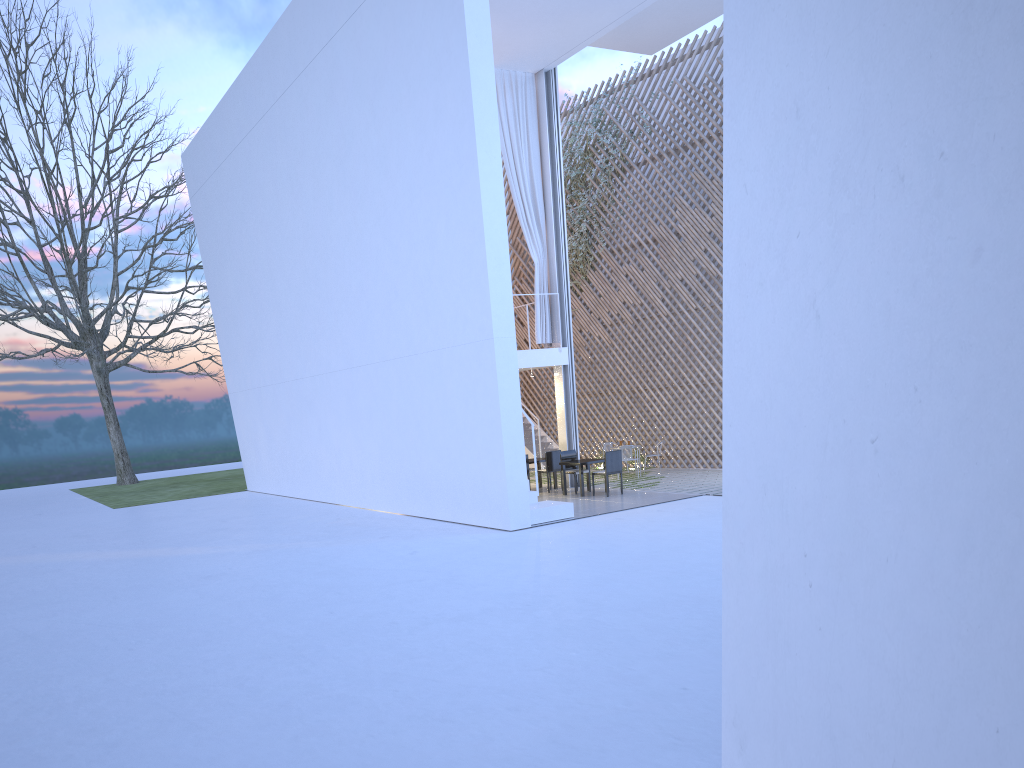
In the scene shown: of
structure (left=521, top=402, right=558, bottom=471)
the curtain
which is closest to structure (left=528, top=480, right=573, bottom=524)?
the curtain

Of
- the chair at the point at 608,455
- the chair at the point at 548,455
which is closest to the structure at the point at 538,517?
the chair at the point at 608,455

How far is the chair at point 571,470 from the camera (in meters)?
8.65

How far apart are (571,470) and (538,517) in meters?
2.0

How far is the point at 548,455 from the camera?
8.9 meters

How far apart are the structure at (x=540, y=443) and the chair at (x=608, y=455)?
3.3m

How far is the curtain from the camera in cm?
896

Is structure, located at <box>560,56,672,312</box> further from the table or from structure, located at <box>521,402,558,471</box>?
the table

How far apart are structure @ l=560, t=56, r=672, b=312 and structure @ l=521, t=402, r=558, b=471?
2.1m

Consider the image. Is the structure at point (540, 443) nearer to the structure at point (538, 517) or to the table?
the table
